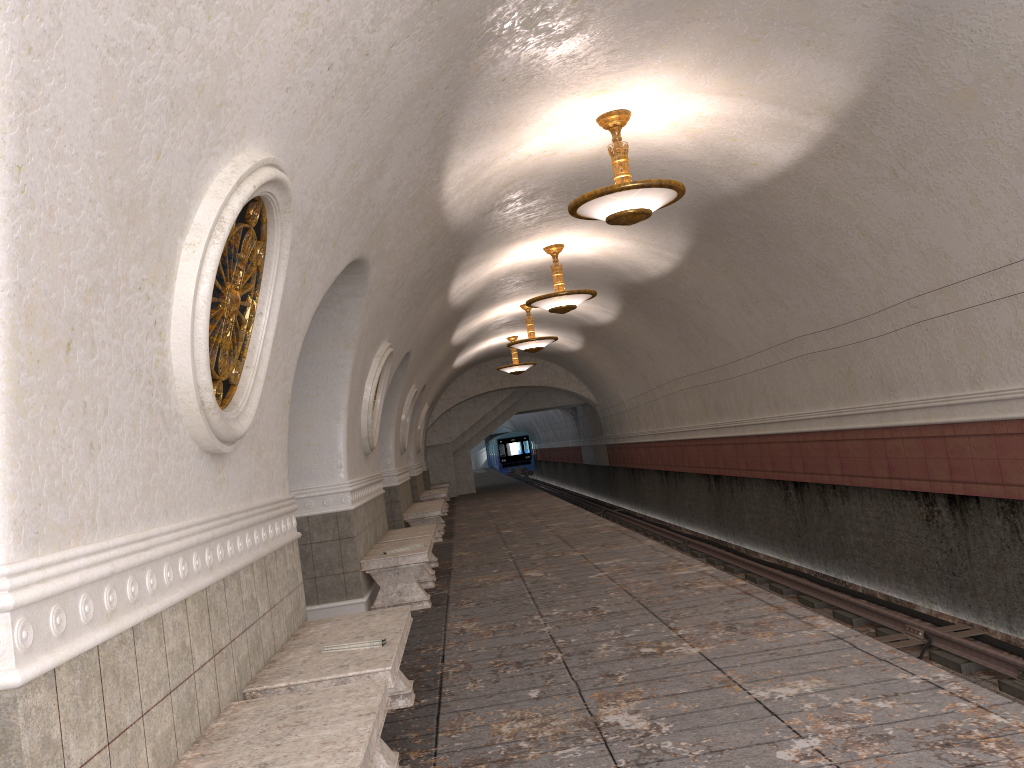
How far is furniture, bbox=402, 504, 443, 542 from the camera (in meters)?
13.91

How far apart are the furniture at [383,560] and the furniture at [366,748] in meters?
4.6 m

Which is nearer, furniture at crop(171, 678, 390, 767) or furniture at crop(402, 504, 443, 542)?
furniture at crop(171, 678, 390, 767)

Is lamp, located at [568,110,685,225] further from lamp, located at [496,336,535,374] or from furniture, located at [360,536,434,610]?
lamp, located at [496,336,535,374]

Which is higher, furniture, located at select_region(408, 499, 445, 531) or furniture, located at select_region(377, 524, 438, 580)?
furniture, located at select_region(377, 524, 438, 580)

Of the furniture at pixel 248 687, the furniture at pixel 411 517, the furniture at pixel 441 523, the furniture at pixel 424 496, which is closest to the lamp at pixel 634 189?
the furniture at pixel 248 687

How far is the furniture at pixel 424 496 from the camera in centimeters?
1984cm

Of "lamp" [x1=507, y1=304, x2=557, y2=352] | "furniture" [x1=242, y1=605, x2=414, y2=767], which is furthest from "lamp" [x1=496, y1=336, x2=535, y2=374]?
"furniture" [x1=242, y1=605, x2=414, y2=767]

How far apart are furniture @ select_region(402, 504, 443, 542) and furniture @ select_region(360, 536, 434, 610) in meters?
4.7

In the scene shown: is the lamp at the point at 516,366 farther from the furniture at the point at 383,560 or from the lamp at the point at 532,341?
the furniture at the point at 383,560
